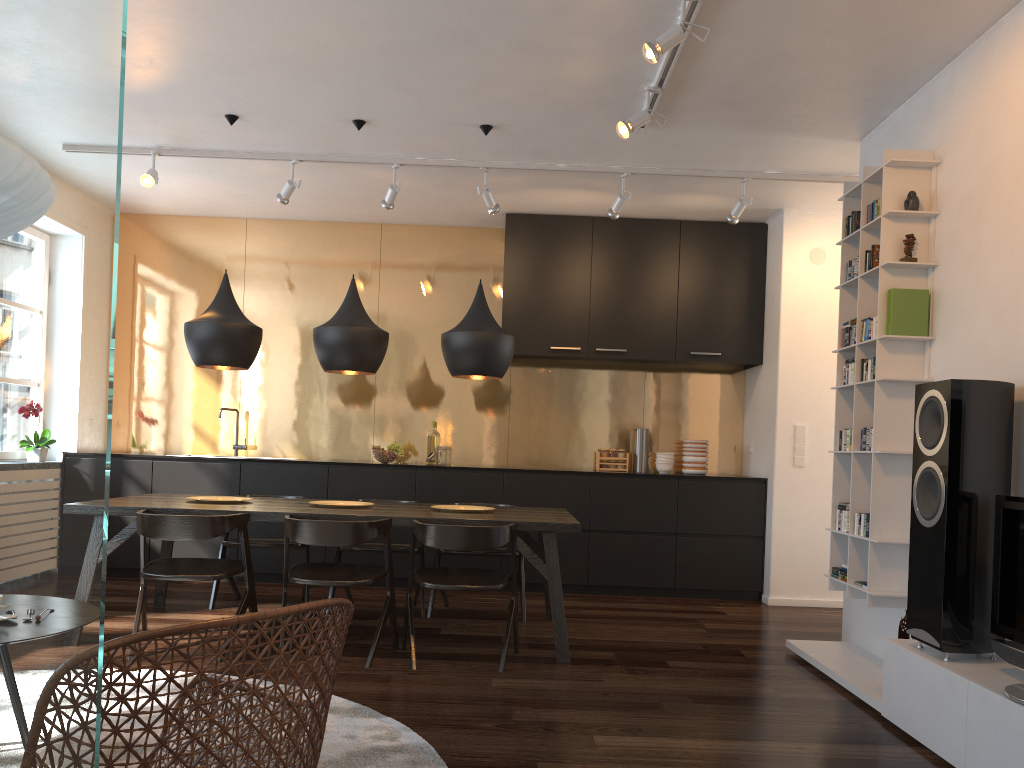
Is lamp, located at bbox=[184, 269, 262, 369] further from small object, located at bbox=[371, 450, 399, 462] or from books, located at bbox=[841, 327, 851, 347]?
books, located at bbox=[841, 327, 851, 347]

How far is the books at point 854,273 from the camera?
→ 4.4m

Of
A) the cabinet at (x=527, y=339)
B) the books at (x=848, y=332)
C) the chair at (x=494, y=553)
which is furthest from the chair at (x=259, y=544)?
the books at (x=848, y=332)

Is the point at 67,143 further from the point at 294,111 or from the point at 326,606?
the point at 294,111

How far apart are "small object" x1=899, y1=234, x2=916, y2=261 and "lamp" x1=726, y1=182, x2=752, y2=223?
1.7m

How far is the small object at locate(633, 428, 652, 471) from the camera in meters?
6.9 m

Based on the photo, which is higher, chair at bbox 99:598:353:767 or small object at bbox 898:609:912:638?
chair at bbox 99:598:353:767

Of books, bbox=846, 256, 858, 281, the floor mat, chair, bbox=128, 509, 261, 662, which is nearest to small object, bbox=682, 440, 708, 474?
books, bbox=846, 256, 858, 281

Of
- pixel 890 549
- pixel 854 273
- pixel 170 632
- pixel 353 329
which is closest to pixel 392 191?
pixel 353 329

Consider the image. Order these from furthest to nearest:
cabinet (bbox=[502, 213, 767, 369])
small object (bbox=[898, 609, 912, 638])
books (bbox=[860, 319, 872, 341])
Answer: cabinet (bbox=[502, 213, 767, 369]) → books (bbox=[860, 319, 872, 341]) → small object (bbox=[898, 609, 912, 638])
